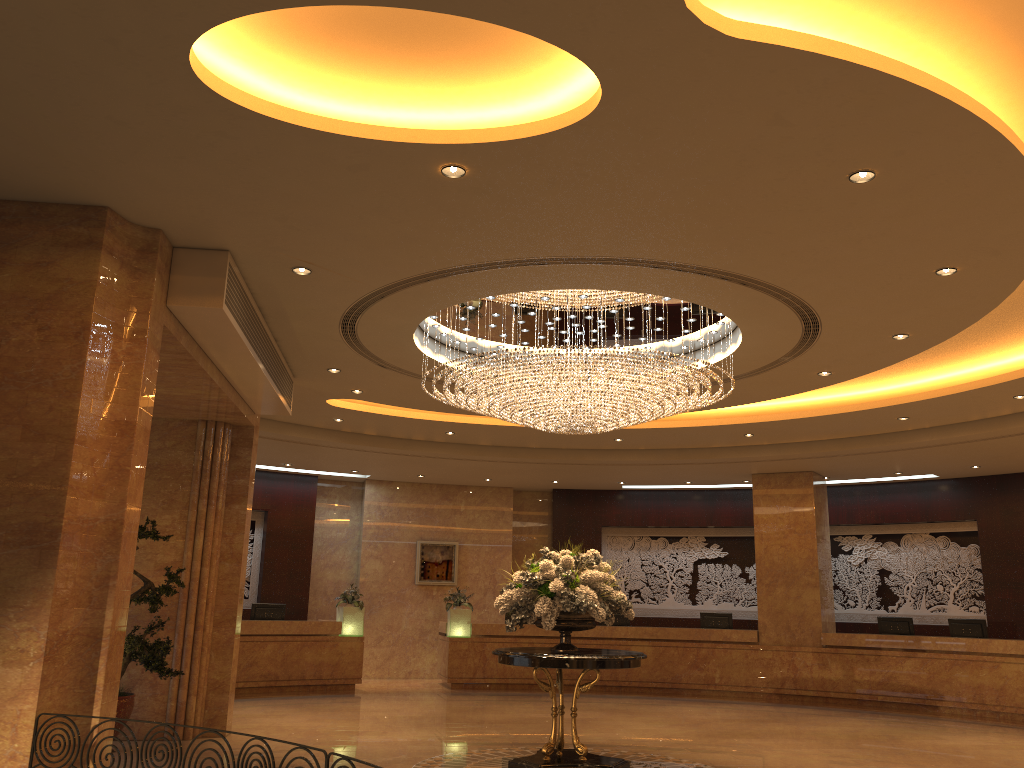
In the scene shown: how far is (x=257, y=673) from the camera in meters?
14.6

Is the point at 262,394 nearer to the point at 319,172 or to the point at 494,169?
the point at 319,172

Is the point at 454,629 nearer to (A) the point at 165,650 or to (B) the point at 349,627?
(B) the point at 349,627

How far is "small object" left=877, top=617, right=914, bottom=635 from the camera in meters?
15.0 m

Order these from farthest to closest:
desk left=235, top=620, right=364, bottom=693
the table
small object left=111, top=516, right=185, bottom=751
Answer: desk left=235, top=620, right=364, bottom=693 < small object left=111, top=516, right=185, bottom=751 < the table

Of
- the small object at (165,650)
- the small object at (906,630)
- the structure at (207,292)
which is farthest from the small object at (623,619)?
the small object at (165,650)

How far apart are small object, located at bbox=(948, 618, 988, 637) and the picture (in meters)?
9.33

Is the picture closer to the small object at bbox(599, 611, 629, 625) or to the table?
the small object at bbox(599, 611, 629, 625)

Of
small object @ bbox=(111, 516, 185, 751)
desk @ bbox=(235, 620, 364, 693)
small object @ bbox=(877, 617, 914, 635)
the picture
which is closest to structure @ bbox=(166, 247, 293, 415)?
small object @ bbox=(111, 516, 185, 751)

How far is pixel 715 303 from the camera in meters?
8.0 m
